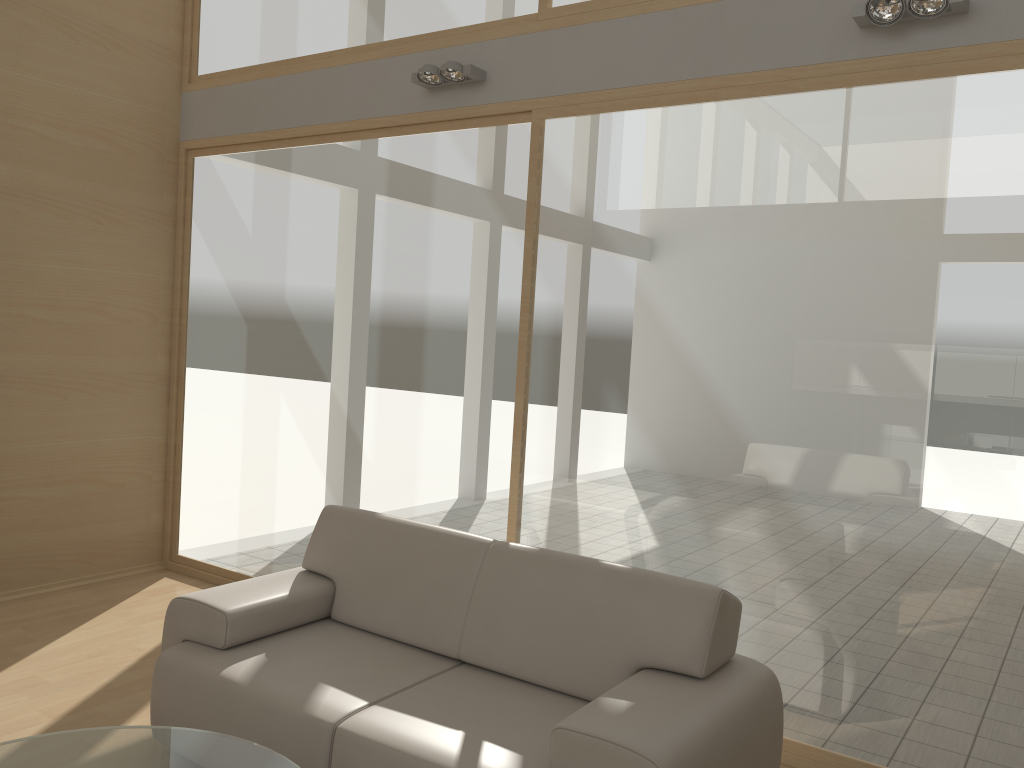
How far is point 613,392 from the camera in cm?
387

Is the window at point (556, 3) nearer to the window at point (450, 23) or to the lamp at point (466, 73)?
the window at point (450, 23)

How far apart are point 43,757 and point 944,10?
3.7 meters

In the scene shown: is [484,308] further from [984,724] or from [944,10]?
[984,724]

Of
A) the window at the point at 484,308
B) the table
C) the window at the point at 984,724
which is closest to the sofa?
the table

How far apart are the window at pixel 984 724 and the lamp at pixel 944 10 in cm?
22

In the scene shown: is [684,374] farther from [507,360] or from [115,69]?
[115,69]

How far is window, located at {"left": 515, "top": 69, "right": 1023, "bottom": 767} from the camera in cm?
307

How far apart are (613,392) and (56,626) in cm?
307

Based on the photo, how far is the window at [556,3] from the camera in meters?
4.0 m
